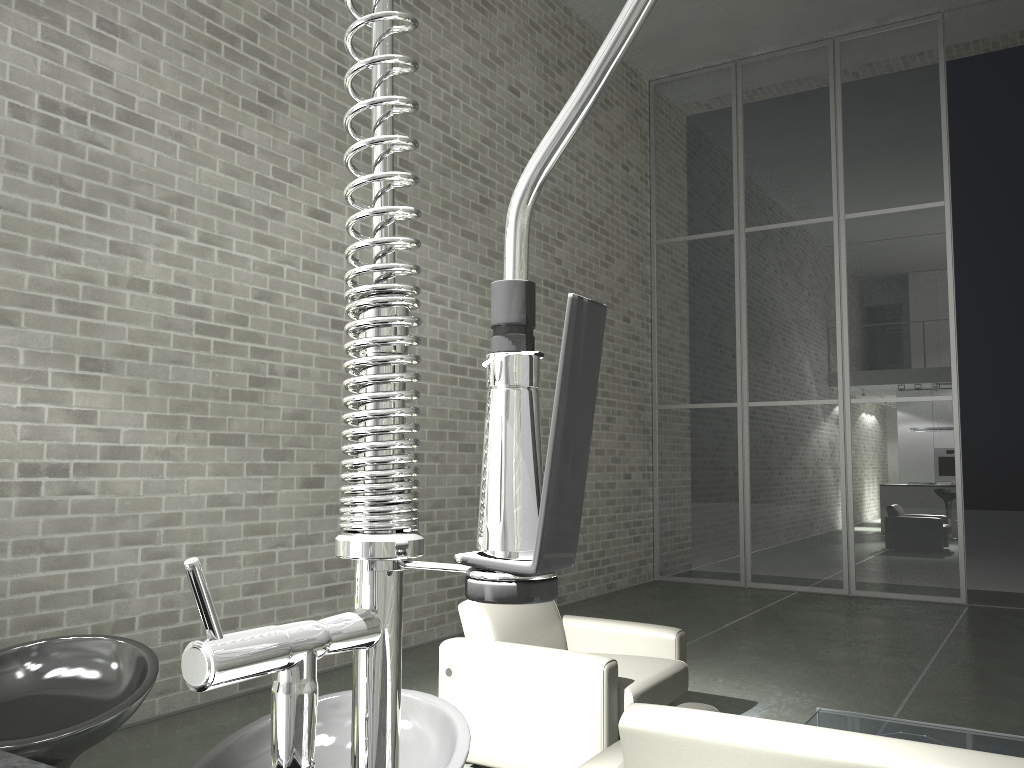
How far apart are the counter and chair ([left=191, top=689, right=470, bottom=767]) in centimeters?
41cm

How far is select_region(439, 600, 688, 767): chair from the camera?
3.60m

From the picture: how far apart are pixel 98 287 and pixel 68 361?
0.41m

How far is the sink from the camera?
0.3m

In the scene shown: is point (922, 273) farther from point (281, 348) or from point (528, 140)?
point (281, 348)

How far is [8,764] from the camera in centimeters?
102cm

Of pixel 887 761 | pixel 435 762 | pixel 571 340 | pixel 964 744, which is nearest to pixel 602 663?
pixel 964 744

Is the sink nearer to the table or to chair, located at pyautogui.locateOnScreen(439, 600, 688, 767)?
chair, located at pyautogui.locateOnScreen(439, 600, 688, 767)

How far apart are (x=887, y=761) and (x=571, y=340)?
2.0m

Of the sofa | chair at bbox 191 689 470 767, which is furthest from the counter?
the sofa
